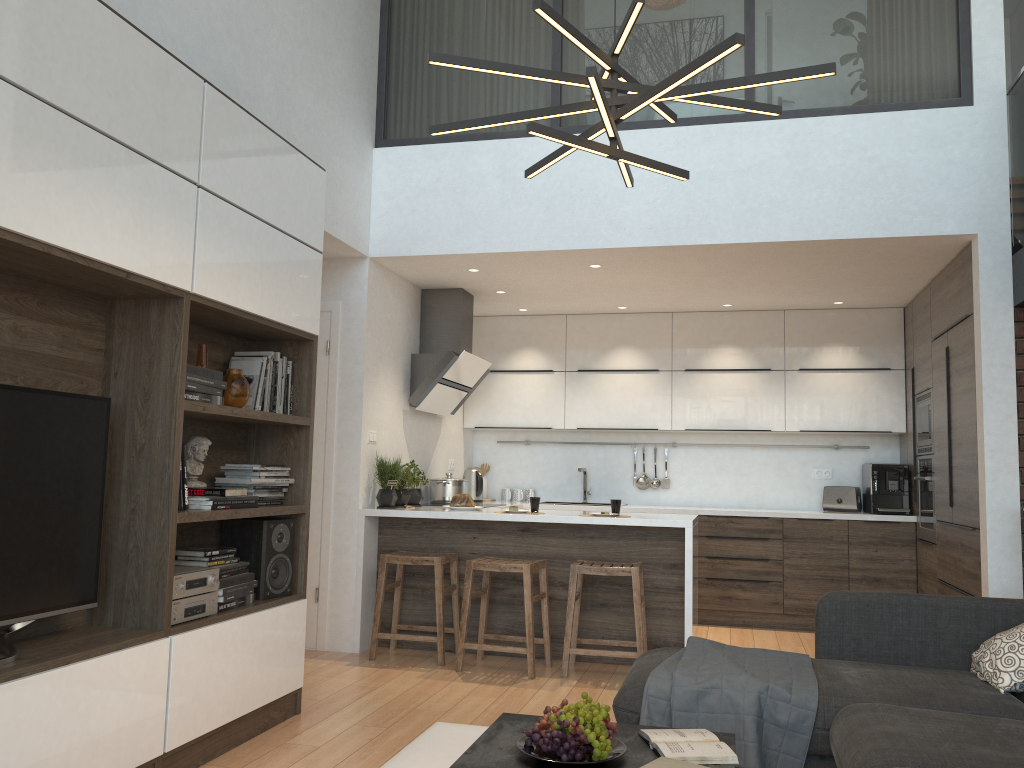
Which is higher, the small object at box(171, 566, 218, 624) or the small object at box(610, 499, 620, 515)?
the small object at box(610, 499, 620, 515)

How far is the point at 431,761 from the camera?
3.29m

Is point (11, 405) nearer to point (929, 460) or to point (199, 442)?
point (199, 442)

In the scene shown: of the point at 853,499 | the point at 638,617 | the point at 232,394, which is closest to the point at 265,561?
the point at 232,394

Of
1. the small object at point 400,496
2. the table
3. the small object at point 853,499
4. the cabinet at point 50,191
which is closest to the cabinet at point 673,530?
the small object at point 400,496

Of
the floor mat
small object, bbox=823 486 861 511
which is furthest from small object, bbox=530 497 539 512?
small object, bbox=823 486 861 511

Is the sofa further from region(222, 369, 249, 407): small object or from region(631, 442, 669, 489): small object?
region(631, 442, 669, 489): small object

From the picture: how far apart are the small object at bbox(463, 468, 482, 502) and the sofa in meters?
3.6 m

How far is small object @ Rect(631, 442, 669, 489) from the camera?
7.3 meters

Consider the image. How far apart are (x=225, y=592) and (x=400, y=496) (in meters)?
2.29
